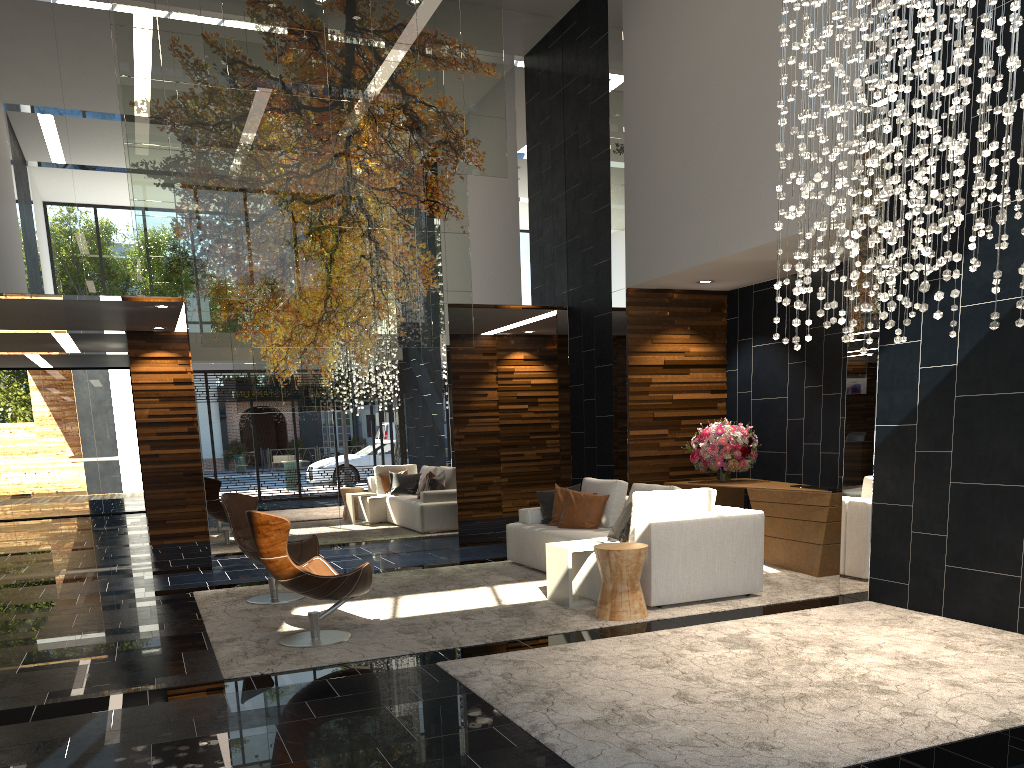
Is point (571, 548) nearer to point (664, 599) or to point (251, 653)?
point (664, 599)

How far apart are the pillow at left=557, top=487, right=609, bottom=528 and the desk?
1.3 meters

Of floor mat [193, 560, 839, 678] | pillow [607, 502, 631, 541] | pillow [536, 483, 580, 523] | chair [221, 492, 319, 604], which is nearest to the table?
floor mat [193, 560, 839, 678]

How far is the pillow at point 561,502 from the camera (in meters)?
8.32

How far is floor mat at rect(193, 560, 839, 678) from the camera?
5.4m

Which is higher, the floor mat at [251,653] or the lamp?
the lamp

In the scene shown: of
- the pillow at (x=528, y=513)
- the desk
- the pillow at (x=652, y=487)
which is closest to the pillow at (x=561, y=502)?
the pillow at (x=528, y=513)

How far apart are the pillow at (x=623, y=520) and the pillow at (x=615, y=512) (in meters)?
0.91

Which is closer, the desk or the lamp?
the lamp

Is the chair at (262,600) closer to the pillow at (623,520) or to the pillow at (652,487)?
the pillow at (623,520)
